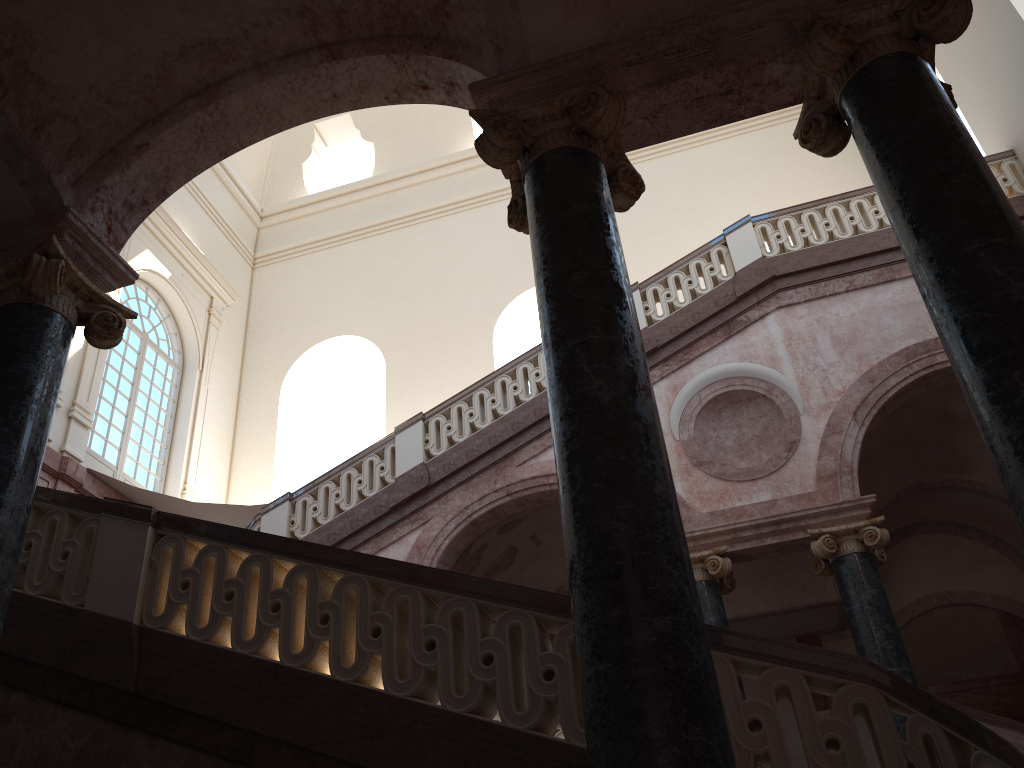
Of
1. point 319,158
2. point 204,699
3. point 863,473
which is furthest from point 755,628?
point 319,158

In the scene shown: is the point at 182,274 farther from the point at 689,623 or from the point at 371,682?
the point at 689,623

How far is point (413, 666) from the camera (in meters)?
4.16
